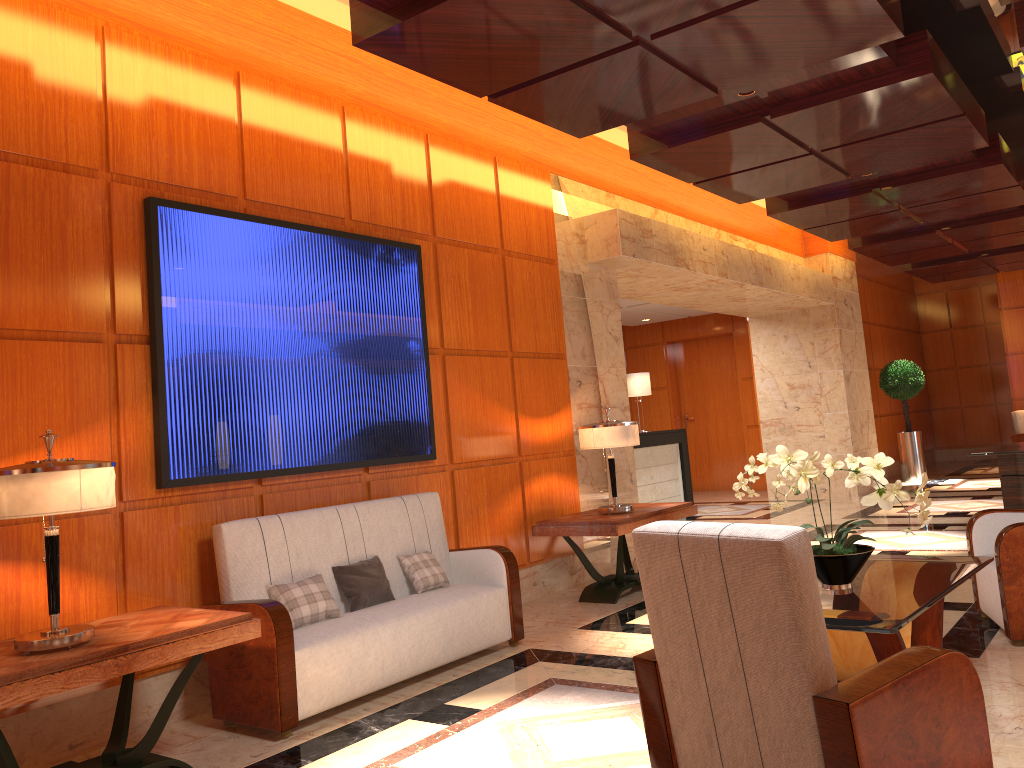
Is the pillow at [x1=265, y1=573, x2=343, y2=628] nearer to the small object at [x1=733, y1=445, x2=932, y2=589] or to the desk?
the small object at [x1=733, y1=445, x2=932, y2=589]

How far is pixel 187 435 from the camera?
4.45m

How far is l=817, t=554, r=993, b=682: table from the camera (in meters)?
3.18

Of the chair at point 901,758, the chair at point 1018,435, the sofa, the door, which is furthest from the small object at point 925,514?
the chair at point 1018,435

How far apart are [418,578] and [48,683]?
2.31m

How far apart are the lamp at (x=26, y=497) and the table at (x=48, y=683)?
0.0m

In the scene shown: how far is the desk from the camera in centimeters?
1164cm

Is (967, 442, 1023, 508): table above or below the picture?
below

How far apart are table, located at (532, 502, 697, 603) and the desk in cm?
443

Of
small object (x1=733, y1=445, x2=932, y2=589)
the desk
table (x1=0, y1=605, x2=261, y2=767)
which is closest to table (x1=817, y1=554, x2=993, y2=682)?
small object (x1=733, y1=445, x2=932, y2=589)
